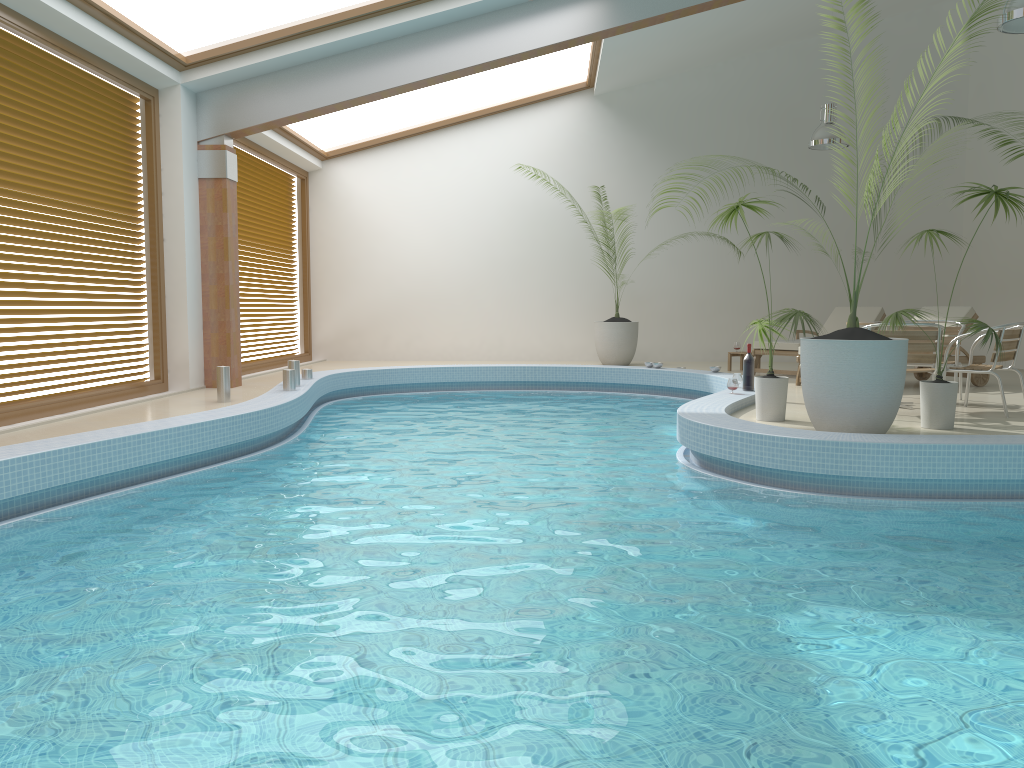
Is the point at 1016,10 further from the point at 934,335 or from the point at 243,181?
the point at 243,181

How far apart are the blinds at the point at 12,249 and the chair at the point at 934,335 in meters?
6.8

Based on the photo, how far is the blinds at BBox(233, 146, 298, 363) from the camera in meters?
12.0 m

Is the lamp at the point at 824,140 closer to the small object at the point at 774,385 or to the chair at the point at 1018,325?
the chair at the point at 1018,325

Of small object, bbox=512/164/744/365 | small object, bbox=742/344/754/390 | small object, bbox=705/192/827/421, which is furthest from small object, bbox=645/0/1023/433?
small object, bbox=512/164/744/365

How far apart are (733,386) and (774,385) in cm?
132

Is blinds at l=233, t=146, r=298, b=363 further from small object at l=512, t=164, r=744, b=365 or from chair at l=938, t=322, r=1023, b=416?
chair at l=938, t=322, r=1023, b=416

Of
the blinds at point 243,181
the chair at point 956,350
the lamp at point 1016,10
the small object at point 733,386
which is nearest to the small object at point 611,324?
the blinds at point 243,181

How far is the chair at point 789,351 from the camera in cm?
1071

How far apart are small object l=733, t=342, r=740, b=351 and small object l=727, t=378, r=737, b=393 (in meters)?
4.16
